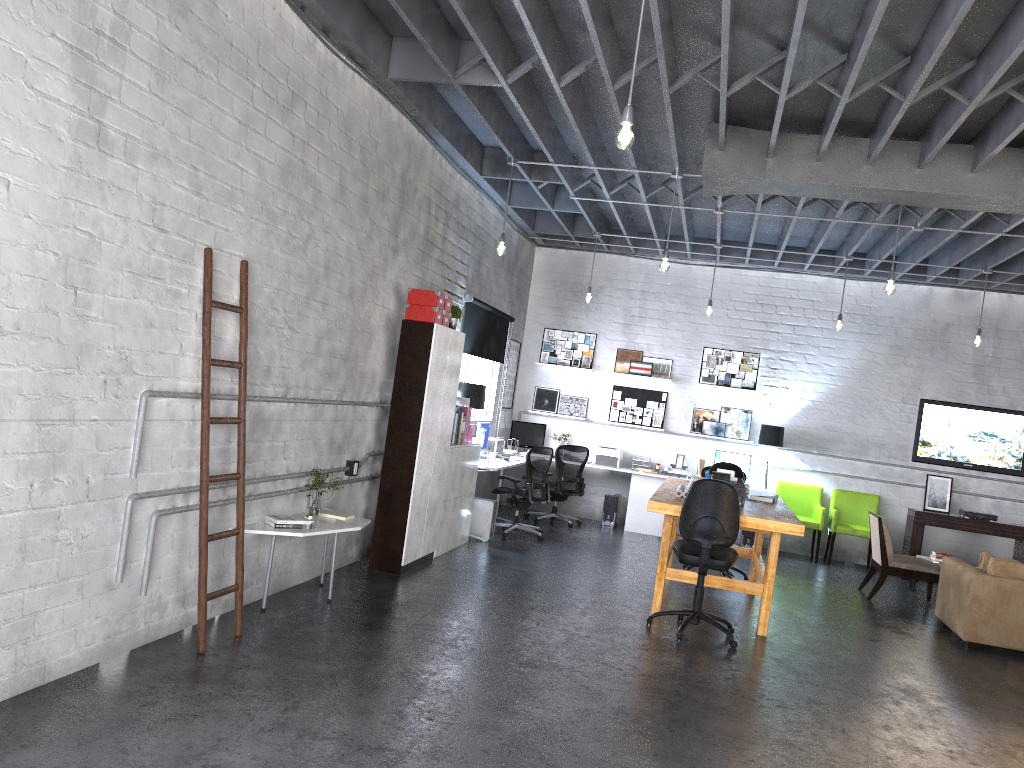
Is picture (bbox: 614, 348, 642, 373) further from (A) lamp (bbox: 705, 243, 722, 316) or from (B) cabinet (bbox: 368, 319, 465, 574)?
(B) cabinet (bbox: 368, 319, 465, 574)

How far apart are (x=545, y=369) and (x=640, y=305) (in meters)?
1.58

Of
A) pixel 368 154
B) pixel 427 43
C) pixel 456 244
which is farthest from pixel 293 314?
pixel 456 244

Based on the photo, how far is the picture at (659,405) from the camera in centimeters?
1201cm

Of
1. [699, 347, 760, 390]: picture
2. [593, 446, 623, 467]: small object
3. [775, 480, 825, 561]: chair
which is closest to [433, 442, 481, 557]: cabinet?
[593, 446, 623, 467]: small object

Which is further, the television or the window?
the television

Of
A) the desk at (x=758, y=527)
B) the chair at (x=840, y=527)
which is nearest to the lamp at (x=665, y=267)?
the desk at (x=758, y=527)

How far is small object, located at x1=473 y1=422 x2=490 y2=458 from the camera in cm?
980

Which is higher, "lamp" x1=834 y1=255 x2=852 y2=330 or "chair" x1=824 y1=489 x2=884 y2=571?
"lamp" x1=834 y1=255 x2=852 y2=330

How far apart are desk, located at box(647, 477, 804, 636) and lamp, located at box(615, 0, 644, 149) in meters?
3.1
